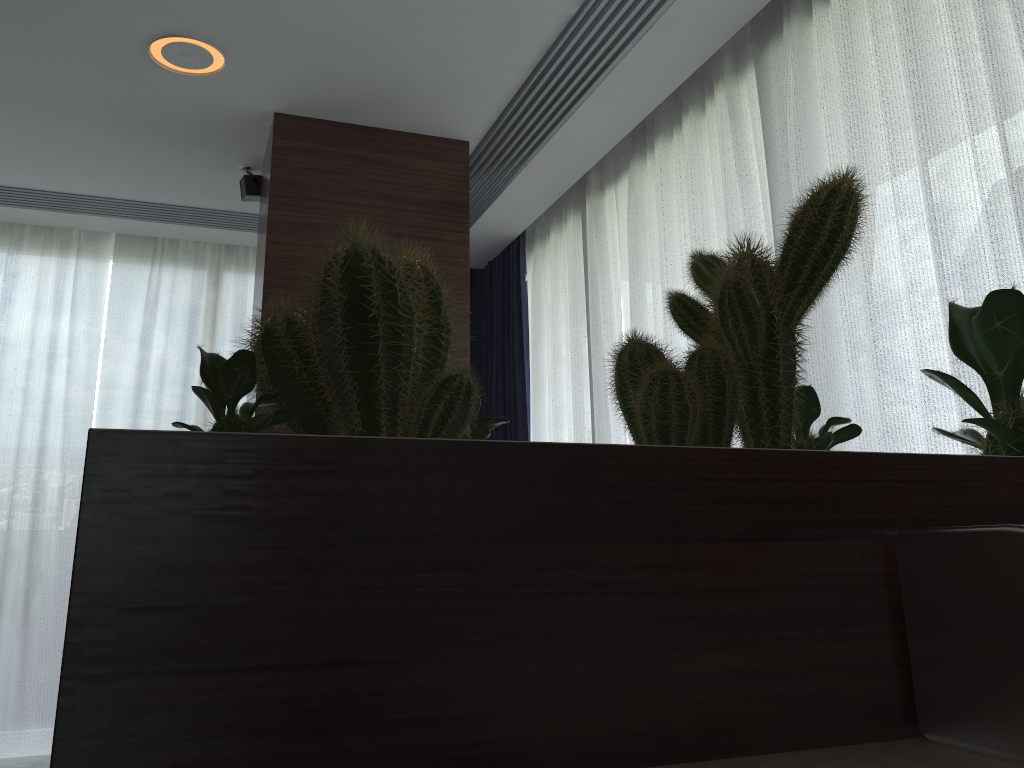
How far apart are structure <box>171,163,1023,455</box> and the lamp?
2.54m

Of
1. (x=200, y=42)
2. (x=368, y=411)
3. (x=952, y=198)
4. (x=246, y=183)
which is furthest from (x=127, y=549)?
(x=246, y=183)

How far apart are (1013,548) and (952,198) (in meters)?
1.79

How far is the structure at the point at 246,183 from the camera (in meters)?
3.80

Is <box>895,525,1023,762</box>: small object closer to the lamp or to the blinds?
the blinds

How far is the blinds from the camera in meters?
2.1 m

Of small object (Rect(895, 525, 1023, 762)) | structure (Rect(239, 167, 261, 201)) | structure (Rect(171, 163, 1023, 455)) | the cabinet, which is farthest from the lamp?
small object (Rect(895, 525, 1023, 762))

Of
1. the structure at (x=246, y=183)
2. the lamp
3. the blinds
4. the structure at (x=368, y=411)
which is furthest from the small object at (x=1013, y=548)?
the structure at (x=246, y=183)

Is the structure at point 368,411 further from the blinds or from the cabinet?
the blinds

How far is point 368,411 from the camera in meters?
0.6 m
